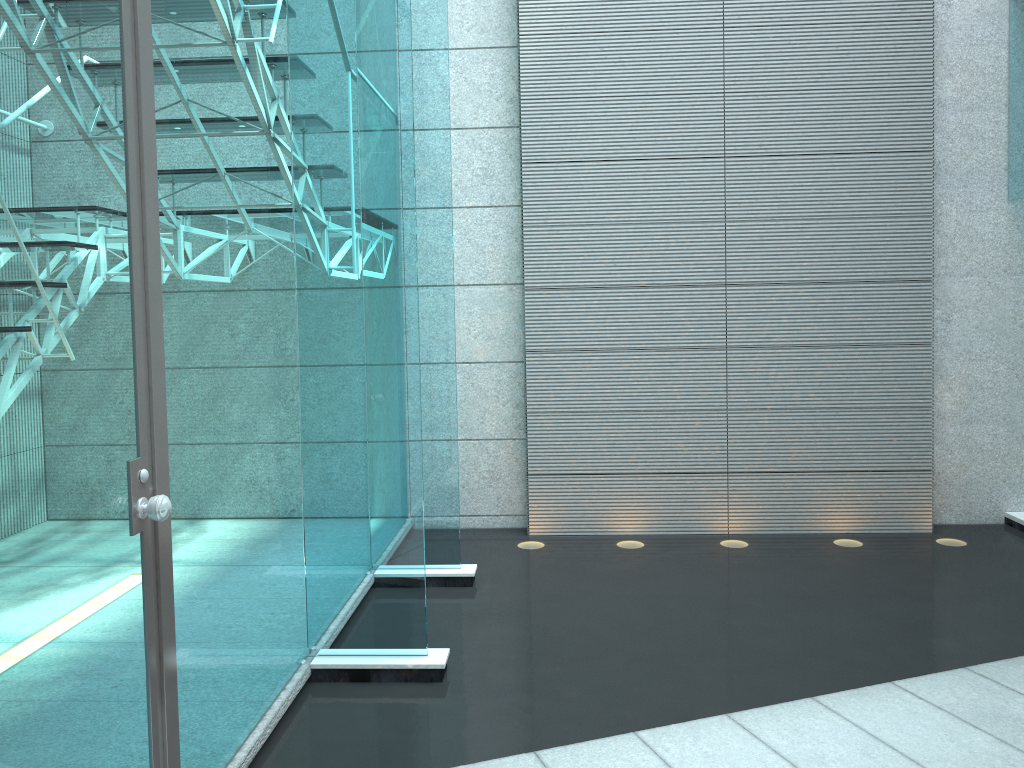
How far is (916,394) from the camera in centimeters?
433cm

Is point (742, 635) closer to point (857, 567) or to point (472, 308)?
point (857, 567)

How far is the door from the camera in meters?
1.3 m

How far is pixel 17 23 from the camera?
1.34m

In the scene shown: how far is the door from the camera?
1.3 meters
